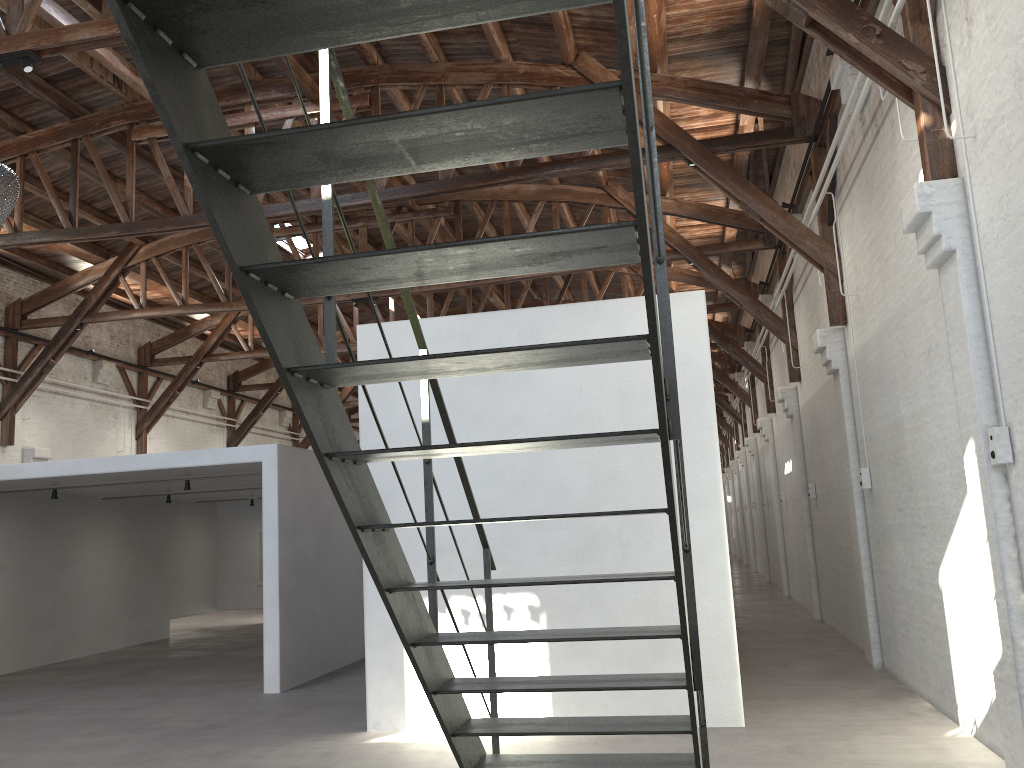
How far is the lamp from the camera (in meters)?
4.94

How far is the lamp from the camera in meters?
4.9

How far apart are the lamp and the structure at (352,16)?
3.01m

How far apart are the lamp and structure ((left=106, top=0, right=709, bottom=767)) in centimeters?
301cm

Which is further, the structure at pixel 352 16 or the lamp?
the lamp

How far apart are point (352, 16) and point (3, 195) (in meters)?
4.11

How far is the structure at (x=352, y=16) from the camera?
1.7 meters

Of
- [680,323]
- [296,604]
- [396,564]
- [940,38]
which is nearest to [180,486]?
Answer: [296,604]

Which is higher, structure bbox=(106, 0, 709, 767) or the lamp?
the lamp

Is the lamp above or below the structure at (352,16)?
above
